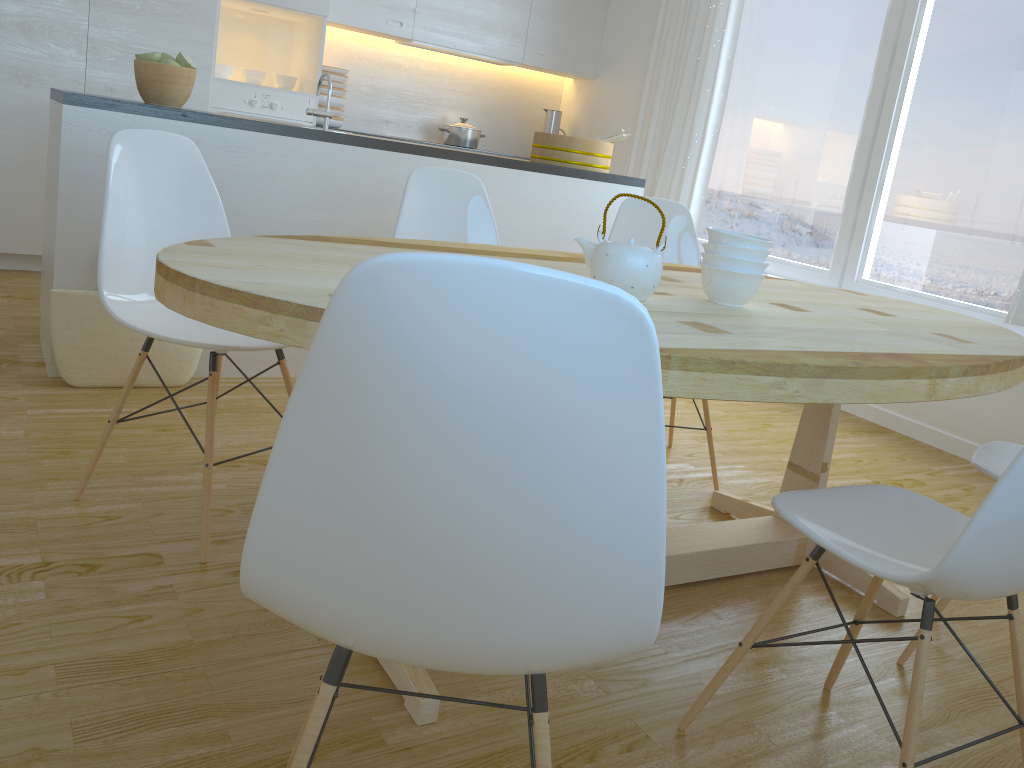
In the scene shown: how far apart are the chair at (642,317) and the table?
0.2m

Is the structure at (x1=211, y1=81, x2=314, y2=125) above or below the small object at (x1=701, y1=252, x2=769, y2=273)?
above

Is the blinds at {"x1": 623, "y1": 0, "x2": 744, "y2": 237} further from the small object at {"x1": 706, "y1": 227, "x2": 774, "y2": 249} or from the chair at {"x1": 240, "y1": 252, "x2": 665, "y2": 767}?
the chair at {"x1": 240, "y1": 252, "x2": 665, "y2": 767}

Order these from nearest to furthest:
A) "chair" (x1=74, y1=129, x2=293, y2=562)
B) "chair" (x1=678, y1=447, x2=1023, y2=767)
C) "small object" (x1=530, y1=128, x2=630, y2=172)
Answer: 1. "chair" (x1=678, y1=447, x2=1023, y2=767)
2. "chair" (x1=74, y1=129, x2=293, y2=562)
3. "small object" (x1=530, y1=128, x2=630, y2=172)

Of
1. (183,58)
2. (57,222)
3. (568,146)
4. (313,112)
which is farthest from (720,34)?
(57,222)

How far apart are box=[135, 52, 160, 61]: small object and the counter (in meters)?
0.20

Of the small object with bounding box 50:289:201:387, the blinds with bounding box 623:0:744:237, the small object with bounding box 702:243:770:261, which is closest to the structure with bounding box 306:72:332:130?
the small object with bounding box 50:289:201:387

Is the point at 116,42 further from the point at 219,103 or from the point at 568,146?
the point at 568,146

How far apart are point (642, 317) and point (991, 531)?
0.8 meters

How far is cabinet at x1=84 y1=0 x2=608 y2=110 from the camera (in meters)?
4.37
